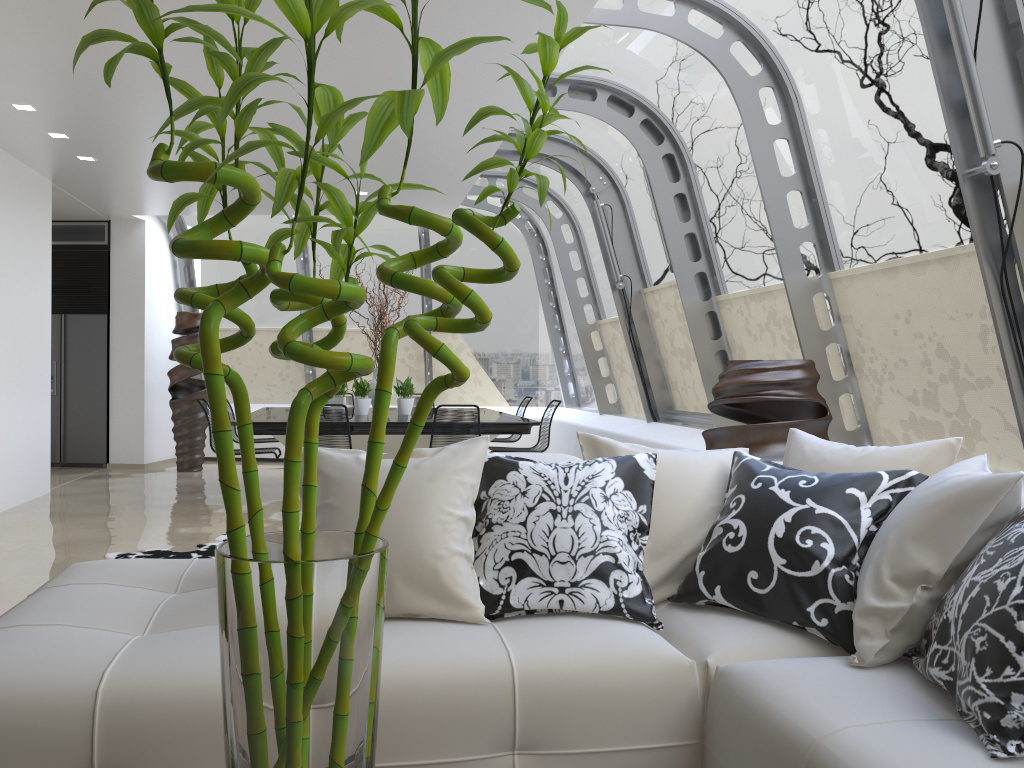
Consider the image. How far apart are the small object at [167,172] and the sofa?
1.0m

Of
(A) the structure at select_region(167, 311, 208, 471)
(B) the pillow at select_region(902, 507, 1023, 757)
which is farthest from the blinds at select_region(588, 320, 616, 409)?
(B) the pillow at select_region(902, 507, 1023, 757)

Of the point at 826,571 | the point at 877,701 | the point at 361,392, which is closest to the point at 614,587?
the point at 826,571

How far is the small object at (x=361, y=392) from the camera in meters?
8.2 m

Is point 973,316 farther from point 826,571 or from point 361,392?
point 361,392

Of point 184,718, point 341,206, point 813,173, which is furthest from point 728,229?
point 341,206

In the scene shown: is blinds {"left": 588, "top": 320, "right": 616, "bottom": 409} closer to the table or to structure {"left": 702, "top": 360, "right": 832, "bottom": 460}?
the table

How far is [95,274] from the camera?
10.38m

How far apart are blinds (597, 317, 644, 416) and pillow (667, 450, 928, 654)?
6.15m

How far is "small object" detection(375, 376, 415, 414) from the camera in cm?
834
